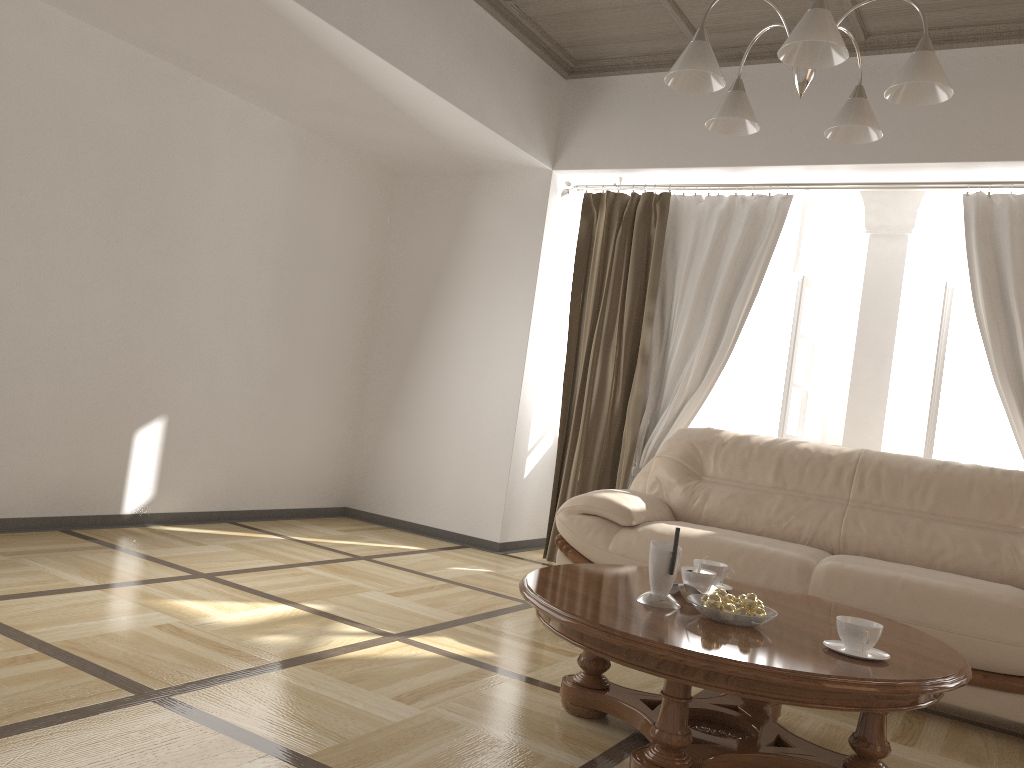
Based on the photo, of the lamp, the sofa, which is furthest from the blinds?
the lamp

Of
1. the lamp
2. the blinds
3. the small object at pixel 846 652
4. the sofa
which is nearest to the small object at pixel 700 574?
the small object at pixel 846 652

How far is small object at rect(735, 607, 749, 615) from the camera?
2.23m

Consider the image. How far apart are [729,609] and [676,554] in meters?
0.2 m

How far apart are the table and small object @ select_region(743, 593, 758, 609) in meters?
0.1

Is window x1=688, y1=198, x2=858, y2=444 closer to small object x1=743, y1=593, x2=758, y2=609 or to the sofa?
the sofa

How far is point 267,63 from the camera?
4.17m

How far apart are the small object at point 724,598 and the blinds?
2.6m

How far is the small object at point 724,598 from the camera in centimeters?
224cm

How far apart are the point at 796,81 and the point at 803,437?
3.0 meters
